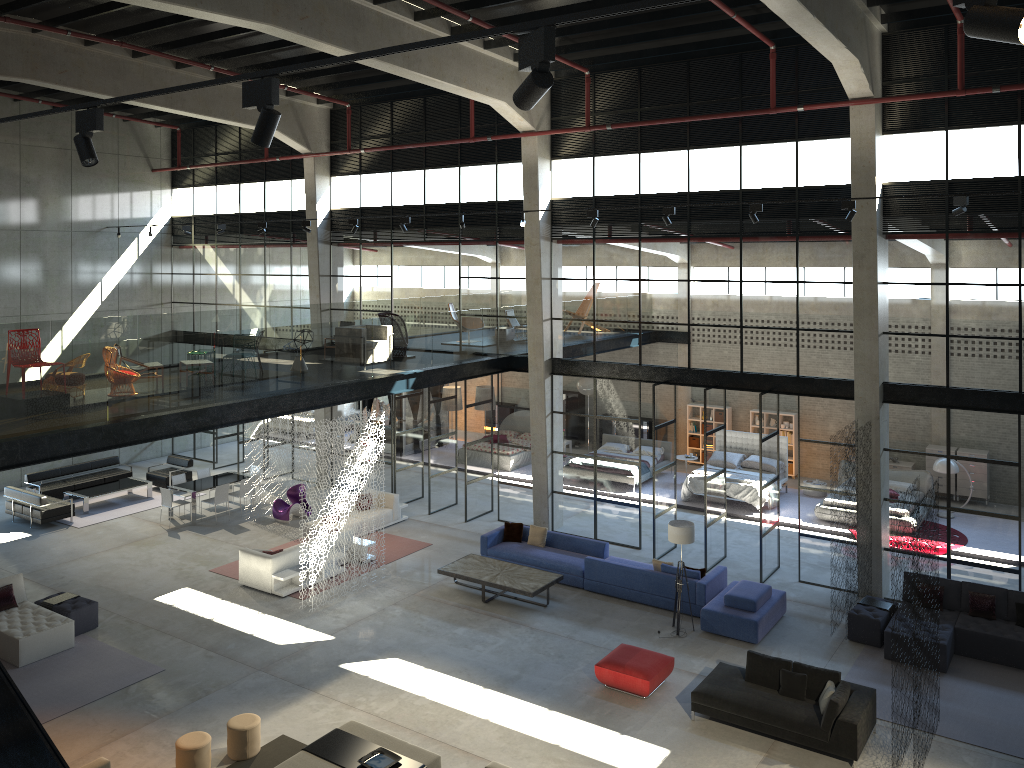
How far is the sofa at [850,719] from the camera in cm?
1099

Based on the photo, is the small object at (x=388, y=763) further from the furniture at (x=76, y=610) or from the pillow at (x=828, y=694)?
the furniture at (x=76, y=610)

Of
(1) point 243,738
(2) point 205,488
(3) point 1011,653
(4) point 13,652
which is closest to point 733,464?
(3) point 1011,653

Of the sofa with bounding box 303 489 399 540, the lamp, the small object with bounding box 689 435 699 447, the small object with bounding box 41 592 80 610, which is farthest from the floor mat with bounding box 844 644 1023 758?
the small object with bounding box 41 592 80 610

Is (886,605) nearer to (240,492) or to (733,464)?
(733,464)

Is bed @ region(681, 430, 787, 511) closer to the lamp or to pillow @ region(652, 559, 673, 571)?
pillow @ region(652, 559, 673, 571)

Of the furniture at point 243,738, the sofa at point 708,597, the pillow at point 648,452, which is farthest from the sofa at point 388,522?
the furniture at point 243,738

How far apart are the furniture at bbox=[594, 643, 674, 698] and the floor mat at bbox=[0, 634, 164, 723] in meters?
6.8

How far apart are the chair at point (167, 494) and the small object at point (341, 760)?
10.91m

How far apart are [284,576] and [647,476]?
10.64m
